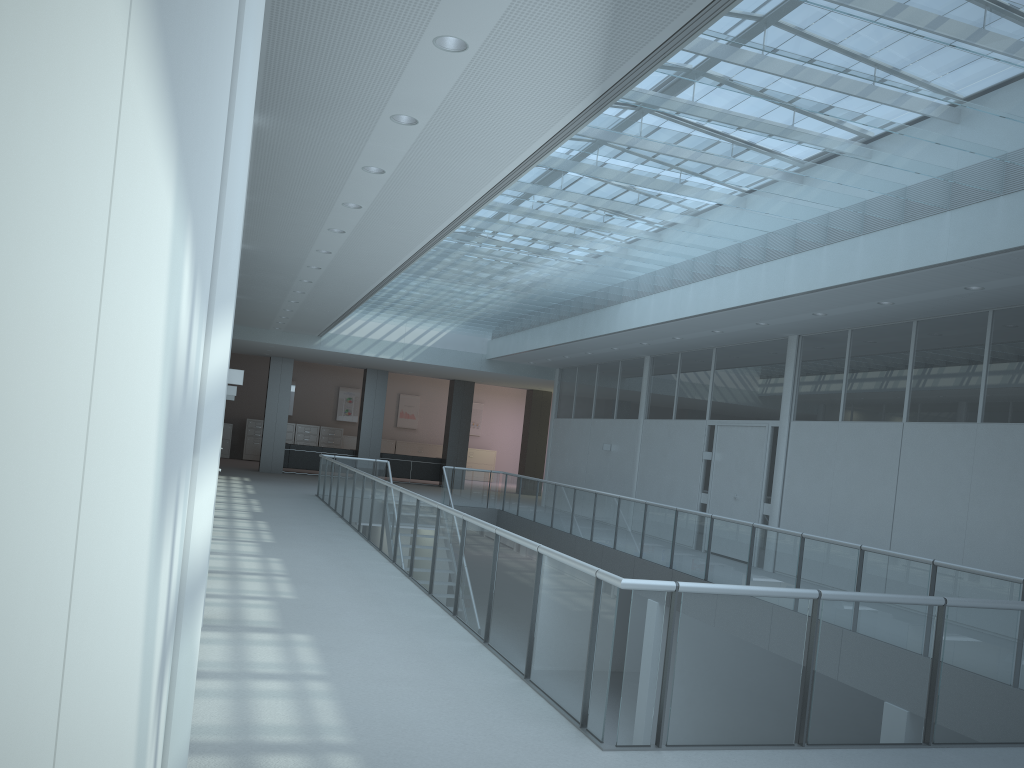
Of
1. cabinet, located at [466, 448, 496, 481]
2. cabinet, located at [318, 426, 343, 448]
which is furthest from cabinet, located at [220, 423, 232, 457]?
cabinet, located at [466, 448, 496, 481]

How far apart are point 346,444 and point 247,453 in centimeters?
293cm

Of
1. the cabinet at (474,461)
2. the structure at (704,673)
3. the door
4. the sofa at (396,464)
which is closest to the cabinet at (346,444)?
the cabinet at (474,461)

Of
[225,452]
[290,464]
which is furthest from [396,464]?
[225,452]

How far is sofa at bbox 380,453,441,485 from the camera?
22.7 meters

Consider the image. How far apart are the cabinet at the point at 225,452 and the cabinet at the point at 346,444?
3.43m

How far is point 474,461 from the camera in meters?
28.4 m

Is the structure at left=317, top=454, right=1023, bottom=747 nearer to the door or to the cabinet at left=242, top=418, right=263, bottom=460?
the door

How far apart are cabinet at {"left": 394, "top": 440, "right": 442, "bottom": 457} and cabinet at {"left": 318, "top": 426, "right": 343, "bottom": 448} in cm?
187

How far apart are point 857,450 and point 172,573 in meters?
10.0 m
